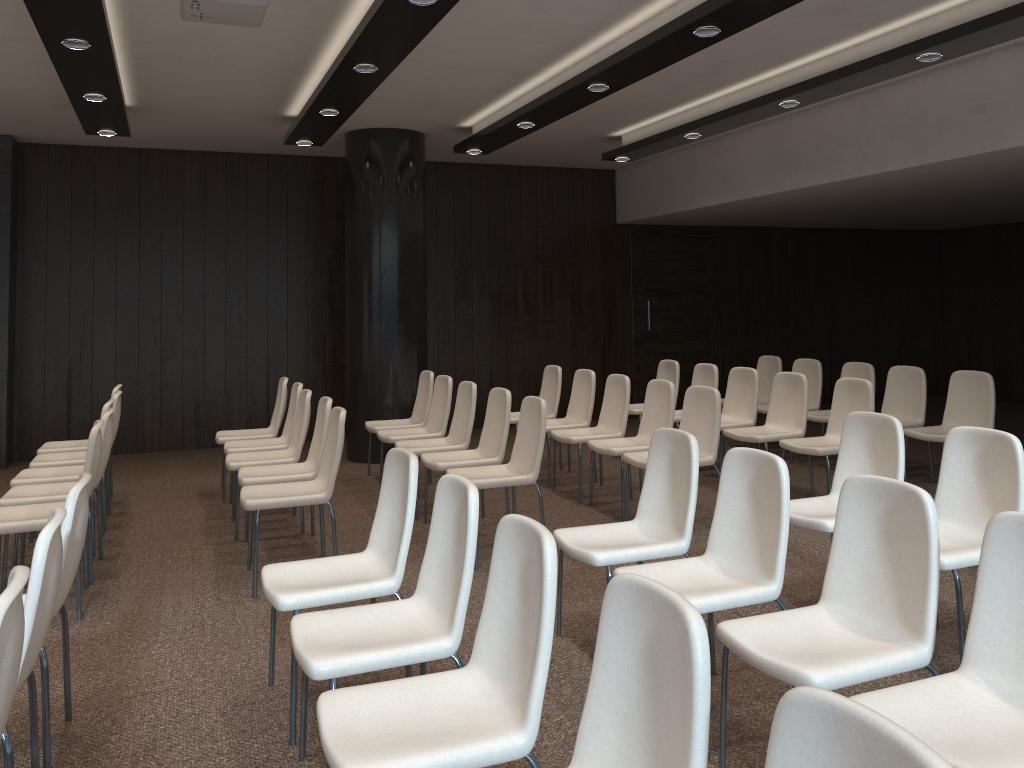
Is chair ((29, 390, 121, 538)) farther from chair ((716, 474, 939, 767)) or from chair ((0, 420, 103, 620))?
chair ((716, 474, 939, 767))

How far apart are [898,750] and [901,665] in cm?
150

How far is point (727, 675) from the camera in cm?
287

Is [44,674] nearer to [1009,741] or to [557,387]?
[1009,741]

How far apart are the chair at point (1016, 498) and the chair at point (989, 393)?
2.70m

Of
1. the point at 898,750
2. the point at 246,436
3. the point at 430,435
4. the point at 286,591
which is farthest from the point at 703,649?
the point at 246,436

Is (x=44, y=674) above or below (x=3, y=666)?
below

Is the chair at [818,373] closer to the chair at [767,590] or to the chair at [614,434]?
the chair at [614,434]

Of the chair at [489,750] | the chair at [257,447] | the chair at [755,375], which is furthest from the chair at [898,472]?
the chair at [257,447]

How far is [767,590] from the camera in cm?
312
